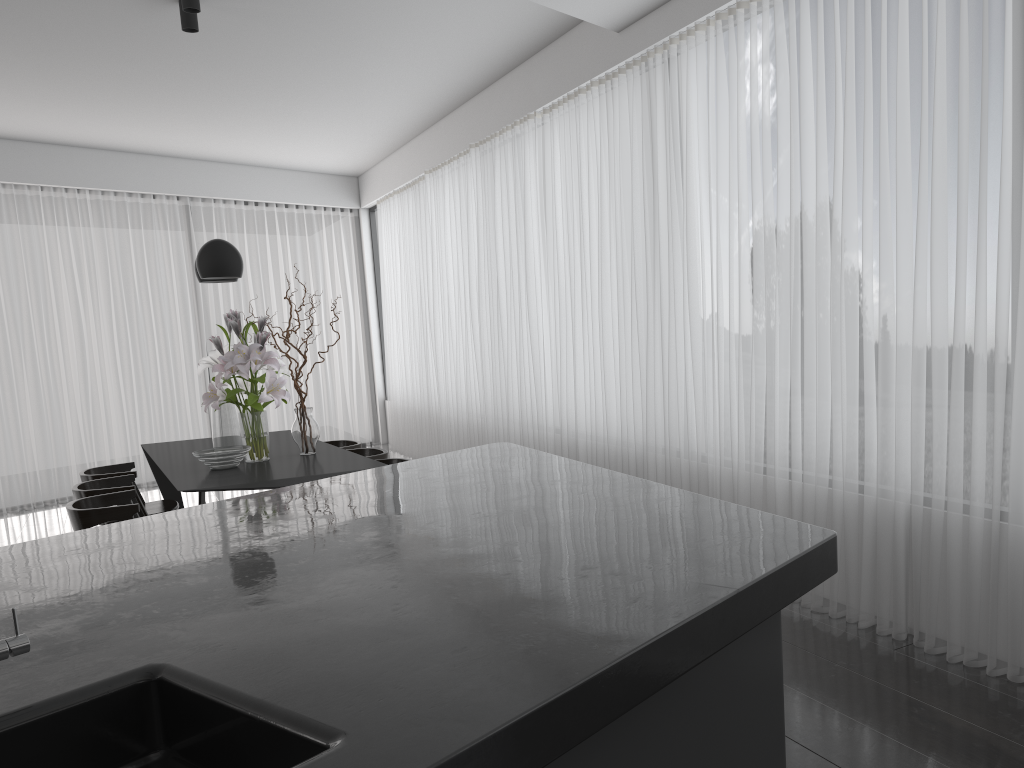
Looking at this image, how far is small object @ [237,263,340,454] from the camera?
4.9m

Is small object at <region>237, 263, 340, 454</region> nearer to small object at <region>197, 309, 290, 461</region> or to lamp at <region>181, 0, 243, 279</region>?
small object at <region>197, 309, 290, 461</region>

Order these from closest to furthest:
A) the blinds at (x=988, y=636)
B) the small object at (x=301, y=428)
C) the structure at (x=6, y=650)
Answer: the structure at (x=6, y=650)
the blinds at (x=988, y=636)
the small object at (x=301, y=428)

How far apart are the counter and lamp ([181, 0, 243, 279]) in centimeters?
231cm

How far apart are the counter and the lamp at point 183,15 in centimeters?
335cm

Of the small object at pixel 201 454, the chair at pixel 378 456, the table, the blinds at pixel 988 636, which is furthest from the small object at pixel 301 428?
the blinds at pixel 988 636

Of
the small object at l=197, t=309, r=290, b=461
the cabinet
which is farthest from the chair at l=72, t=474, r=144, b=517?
the cabinet

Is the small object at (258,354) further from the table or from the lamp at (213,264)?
the lamp at (213,264)

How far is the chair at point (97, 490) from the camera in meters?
4.7 m

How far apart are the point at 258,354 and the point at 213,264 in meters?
0.6
